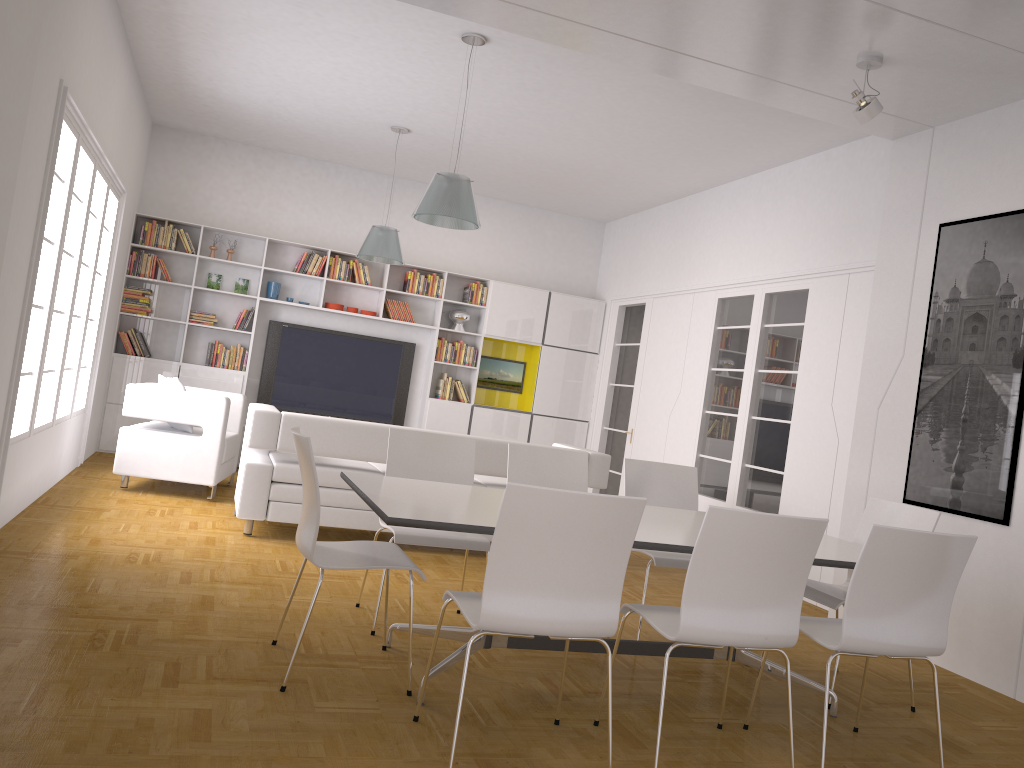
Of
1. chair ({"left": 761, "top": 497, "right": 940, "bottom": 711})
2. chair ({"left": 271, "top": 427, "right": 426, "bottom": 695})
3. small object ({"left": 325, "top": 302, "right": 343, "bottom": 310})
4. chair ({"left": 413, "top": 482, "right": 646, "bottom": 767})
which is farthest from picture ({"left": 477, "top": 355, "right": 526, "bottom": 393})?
chair ({"left": 413, "top": 482, "right": 646, "bottom": 767})

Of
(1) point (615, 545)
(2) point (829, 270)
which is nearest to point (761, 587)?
(1) point (615, 545)

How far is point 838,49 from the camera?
4.83m

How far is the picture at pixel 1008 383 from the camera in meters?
4.9

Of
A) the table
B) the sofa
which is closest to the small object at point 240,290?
the sofa

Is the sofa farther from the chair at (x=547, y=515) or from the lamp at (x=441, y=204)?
the chair at (x=547, y=515)

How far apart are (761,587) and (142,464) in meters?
5.4 m

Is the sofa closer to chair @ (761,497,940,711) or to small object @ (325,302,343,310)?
chair @ (761,497,940,711)

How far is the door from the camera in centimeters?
965cm

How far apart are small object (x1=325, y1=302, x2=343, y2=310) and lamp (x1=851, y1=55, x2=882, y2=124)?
6.26m
